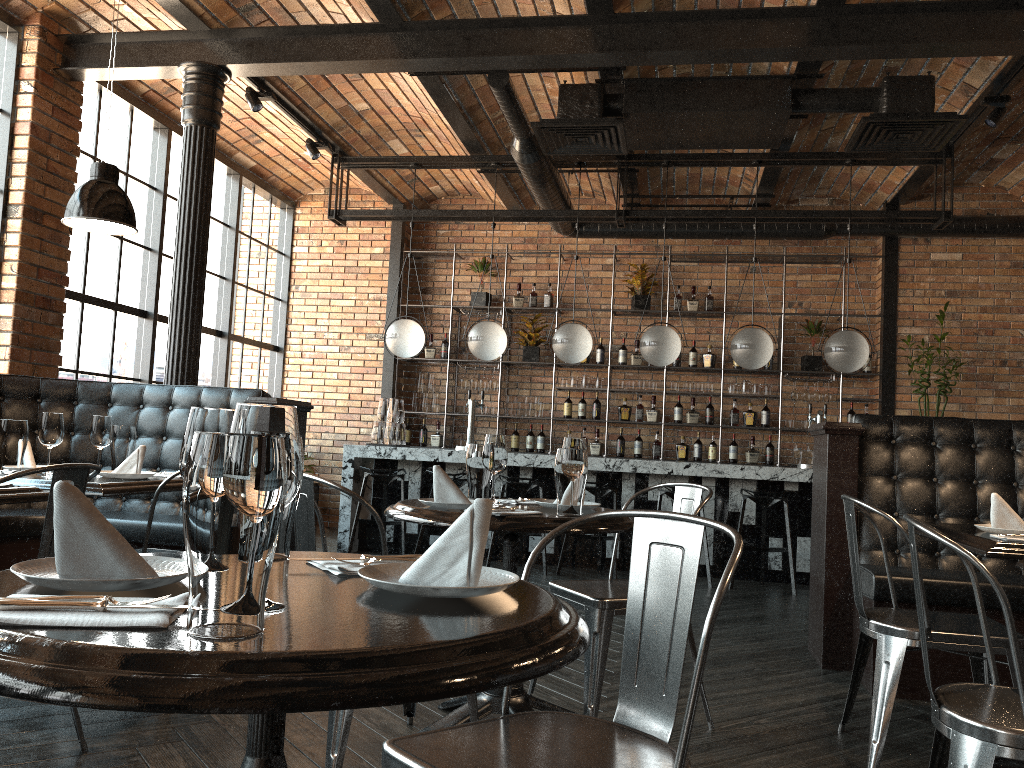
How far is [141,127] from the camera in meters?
7.1

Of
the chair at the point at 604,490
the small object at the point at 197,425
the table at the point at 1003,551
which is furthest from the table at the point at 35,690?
the chair at the point at 604,490

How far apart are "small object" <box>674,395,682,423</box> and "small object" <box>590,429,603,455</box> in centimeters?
82cm

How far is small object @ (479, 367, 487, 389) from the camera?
9.3 meters

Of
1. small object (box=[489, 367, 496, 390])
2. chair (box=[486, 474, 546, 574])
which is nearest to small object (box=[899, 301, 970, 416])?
chair (box=[486, 474, 546, 574])

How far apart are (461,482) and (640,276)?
3.2 meters

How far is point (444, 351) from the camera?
9.49m

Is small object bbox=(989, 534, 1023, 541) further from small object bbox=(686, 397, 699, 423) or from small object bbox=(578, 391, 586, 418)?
small object bbox=(578, 391, 586, 418)

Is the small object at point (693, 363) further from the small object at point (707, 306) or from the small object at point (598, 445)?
the small object at point (598, 445)

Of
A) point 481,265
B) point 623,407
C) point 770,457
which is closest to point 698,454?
point 770,457
